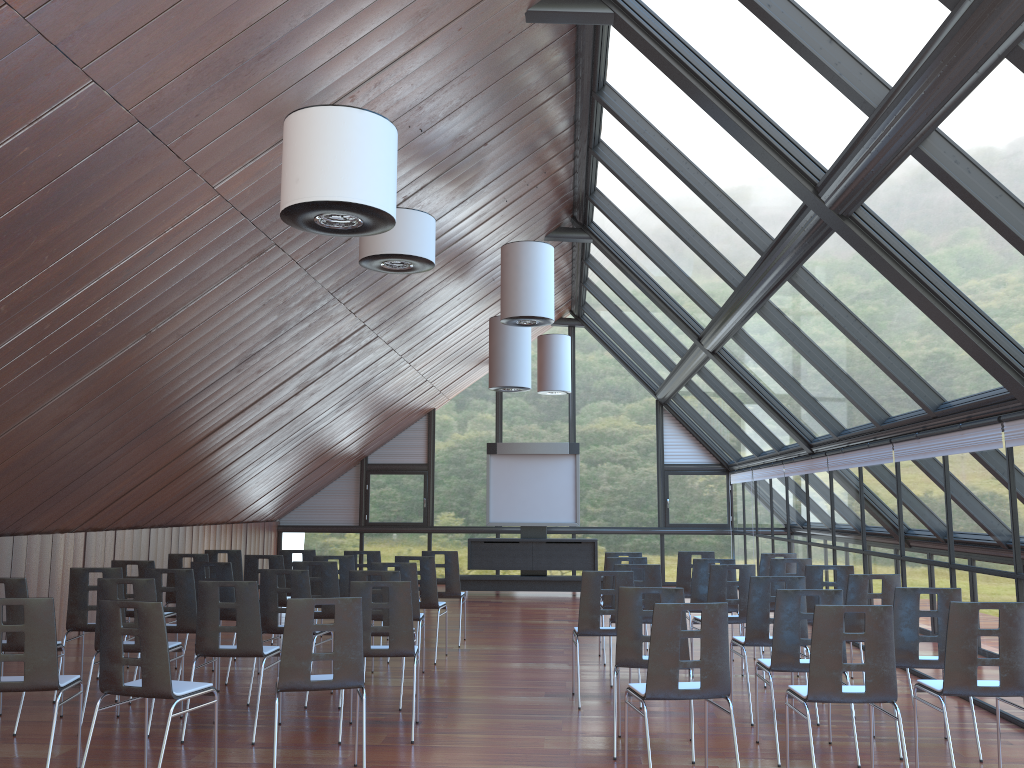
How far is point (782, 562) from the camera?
9.9 meters

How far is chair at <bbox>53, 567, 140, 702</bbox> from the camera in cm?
817

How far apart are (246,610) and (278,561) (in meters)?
3.59

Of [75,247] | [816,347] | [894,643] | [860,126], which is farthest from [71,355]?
[816,347]

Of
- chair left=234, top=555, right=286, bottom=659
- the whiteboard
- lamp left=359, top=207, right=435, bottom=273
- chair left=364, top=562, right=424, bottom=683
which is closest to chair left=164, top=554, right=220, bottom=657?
chair left=234, top=555, right=286, bottom=659

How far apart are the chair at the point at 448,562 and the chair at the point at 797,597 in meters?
5.4 m

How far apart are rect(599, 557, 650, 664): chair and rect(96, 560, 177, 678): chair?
4.9 meters

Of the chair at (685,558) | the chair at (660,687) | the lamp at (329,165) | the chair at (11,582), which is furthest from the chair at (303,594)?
the chair at (685,558)

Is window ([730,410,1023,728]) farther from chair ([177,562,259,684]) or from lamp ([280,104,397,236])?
chair ([177,562,259,684])

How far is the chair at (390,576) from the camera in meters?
7.9
